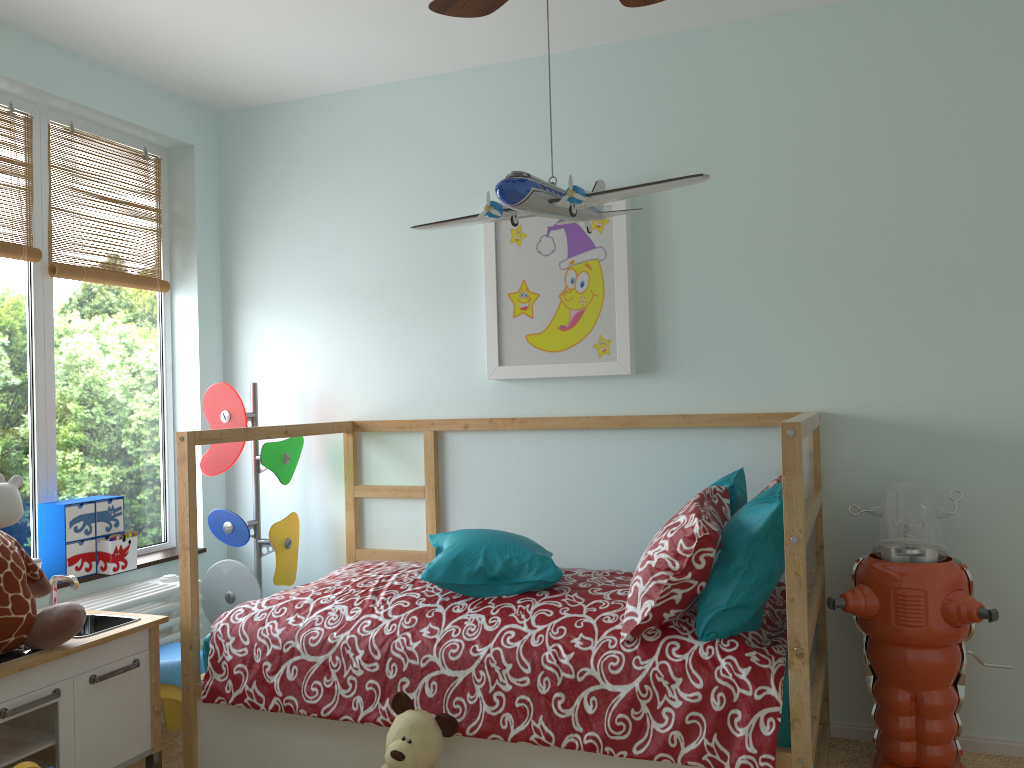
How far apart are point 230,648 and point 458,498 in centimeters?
97cm

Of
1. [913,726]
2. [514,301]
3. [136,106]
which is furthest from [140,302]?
[913,726]

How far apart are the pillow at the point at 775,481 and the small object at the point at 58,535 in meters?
2.1 m

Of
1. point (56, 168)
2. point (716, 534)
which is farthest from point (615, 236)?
point (56, 168)

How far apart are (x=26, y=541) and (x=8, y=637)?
0.88m

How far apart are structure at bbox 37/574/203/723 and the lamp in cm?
175

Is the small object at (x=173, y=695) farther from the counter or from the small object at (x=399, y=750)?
the small object at (x=399, y=750)

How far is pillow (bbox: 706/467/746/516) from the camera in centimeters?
234cm

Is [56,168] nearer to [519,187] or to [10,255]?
[10,255]

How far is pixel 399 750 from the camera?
2.02m
